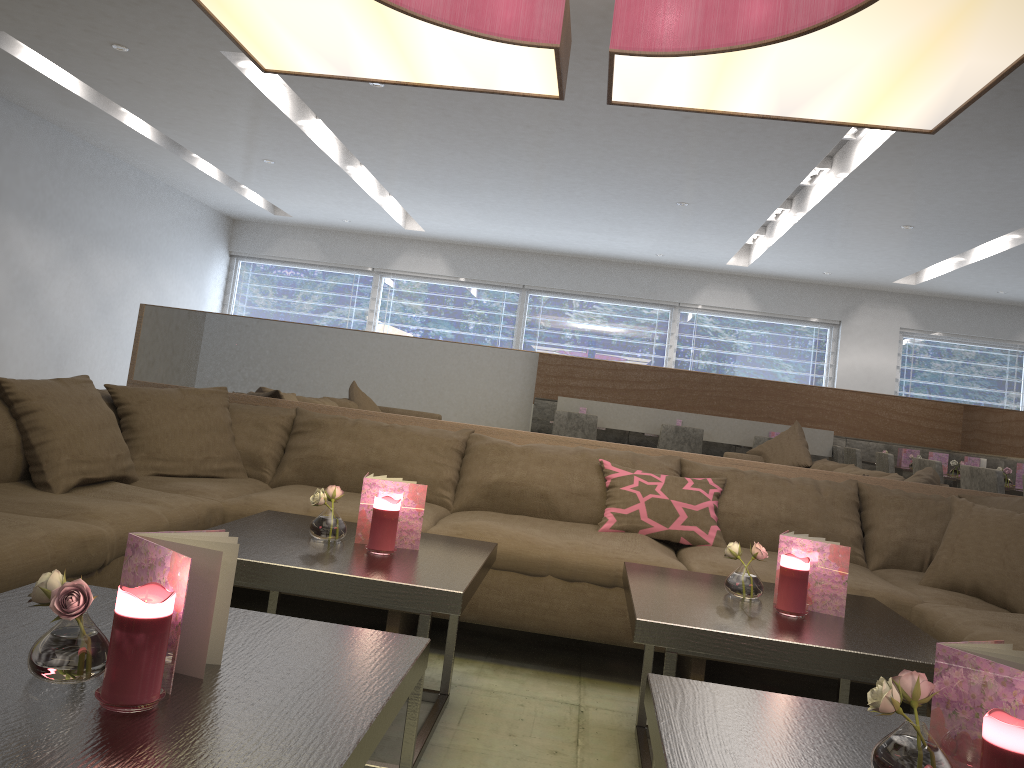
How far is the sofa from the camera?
2.23m

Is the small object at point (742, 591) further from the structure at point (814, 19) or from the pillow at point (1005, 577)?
the structure at point (814, 19)

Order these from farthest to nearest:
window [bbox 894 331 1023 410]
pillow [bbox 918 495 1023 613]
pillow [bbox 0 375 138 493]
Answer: window [bbox 894 331 1023 410]
pillow [bbox 918 495 1023 613]
pillow [bbox 0 375 138 493]

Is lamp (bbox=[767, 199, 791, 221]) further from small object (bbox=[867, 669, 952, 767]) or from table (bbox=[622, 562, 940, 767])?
small object (bbox=[867, 669, 952, 767])

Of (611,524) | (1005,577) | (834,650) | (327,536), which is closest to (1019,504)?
(1005,577)

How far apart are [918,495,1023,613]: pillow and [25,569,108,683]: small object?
2.47m

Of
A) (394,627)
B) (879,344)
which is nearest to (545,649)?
(394,627)

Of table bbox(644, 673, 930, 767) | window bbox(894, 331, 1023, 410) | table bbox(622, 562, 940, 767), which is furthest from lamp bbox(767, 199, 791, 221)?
table bbox(644, 673, 930, 767)

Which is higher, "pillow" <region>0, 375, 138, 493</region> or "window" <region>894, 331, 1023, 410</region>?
"window" <region>894, 331, 1023, 410</region>

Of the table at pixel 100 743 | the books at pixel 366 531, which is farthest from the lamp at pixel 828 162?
the table at pixel 100 743
